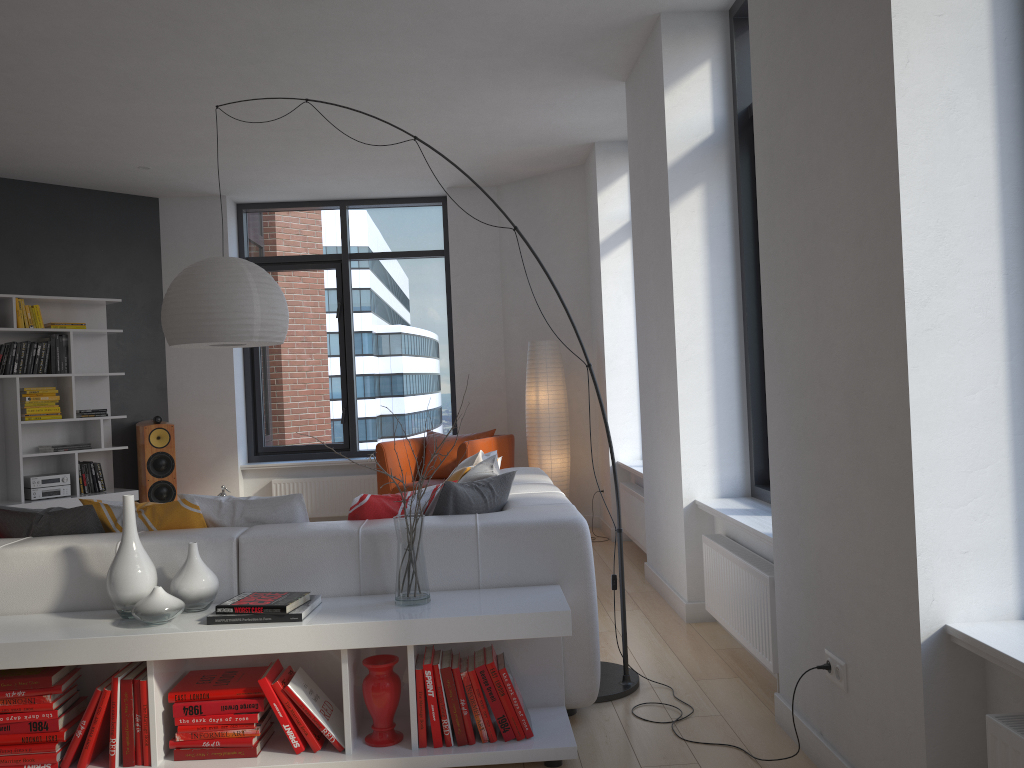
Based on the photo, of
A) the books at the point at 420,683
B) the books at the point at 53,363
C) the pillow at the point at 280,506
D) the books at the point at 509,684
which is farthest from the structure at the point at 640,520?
the books at the point at 53,363

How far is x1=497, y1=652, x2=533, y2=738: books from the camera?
2.8m

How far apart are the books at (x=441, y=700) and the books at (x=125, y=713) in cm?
94

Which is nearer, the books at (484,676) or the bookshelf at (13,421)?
the books at (484,676)

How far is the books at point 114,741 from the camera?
2.7 meters

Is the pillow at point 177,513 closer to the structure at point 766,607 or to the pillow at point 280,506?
the pillow at point 280,506

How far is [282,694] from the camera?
2.8 meters

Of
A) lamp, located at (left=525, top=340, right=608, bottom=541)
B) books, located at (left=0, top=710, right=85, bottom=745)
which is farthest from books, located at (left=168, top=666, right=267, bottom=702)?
lamp, located at (left=525, top=340, right=608, bottom=541)

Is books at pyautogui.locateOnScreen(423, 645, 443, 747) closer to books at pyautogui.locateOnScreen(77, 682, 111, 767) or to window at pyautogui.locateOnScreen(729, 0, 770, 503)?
books at pyautogui.locateOnScreen(77, 682, 111, 767)

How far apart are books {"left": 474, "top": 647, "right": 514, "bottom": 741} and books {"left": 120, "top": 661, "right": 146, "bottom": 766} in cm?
107
